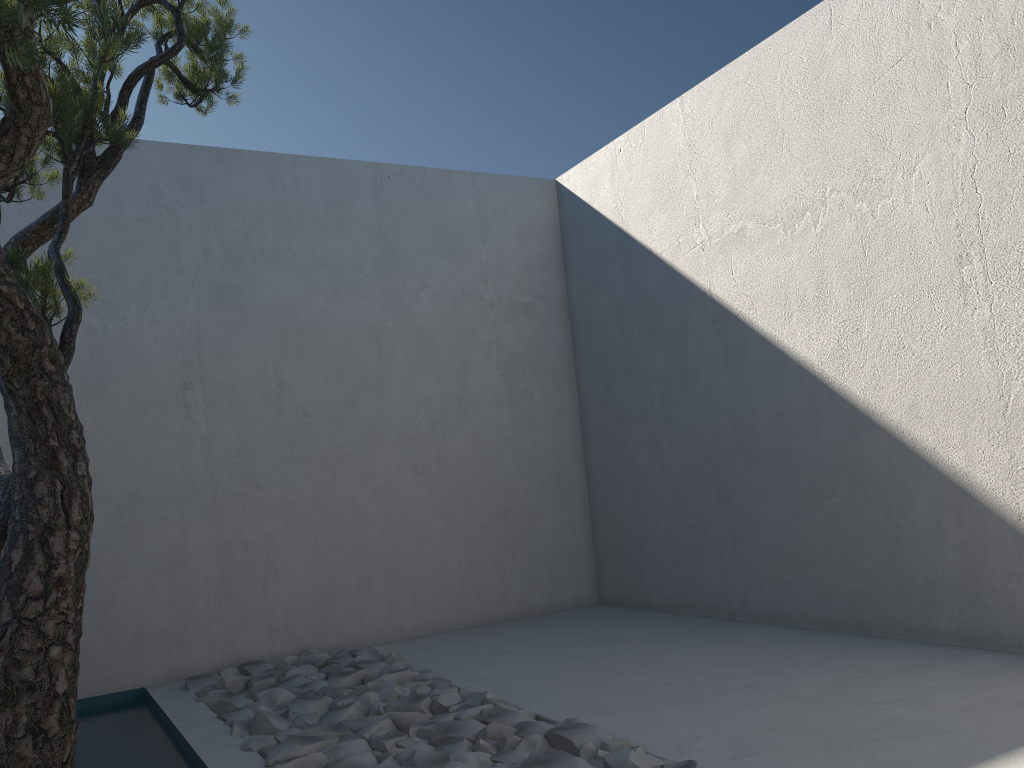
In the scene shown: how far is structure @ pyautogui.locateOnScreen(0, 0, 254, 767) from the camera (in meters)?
1.44

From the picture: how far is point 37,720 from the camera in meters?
1.4

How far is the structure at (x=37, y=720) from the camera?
1.4m
